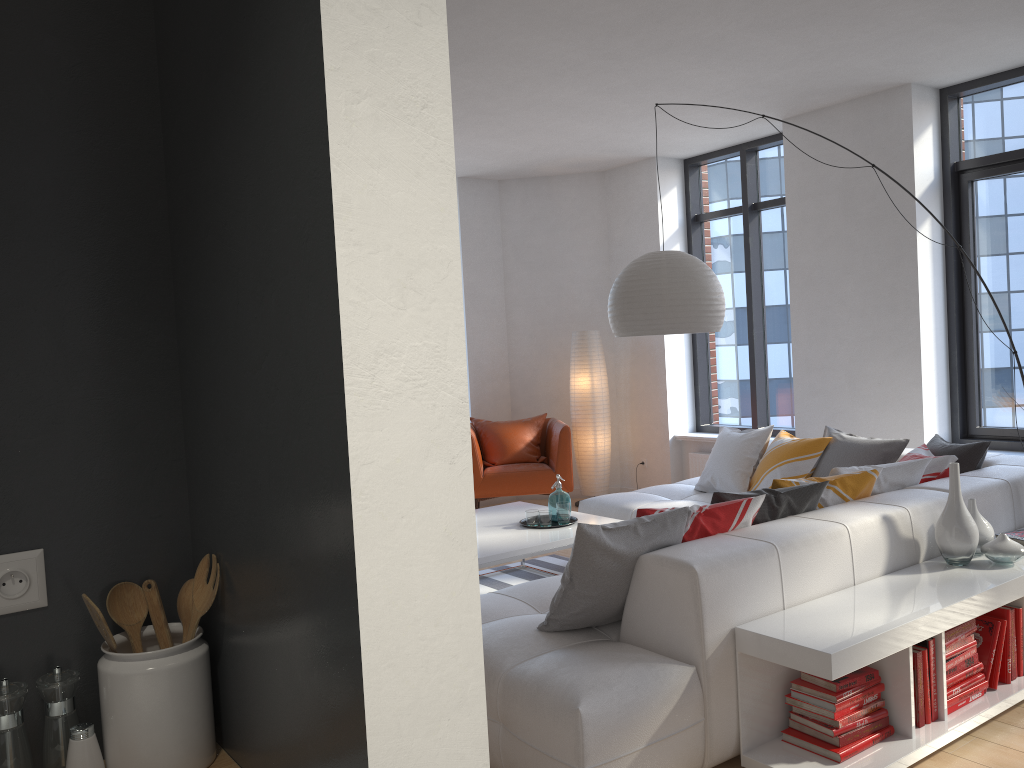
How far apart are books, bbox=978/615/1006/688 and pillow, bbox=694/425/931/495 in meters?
0.8 m

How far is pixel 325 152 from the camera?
0.91m

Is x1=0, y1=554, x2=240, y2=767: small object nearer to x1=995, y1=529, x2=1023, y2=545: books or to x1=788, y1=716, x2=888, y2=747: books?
x1=788, y1=716, x2=888, y2=747: books

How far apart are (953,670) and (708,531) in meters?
1.0

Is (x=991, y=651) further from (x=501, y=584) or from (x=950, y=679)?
(x=501, y=584)

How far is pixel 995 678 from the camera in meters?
3.3

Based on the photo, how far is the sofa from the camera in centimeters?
263cm

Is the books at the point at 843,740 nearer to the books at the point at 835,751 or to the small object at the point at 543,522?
the books at the point at 835,751

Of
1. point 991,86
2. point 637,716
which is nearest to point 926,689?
point 637,716

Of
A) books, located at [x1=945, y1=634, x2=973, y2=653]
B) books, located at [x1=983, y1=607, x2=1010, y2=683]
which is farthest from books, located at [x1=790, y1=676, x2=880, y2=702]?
books, located at [x1=983, y1=607, x2=1010, y2=683]
